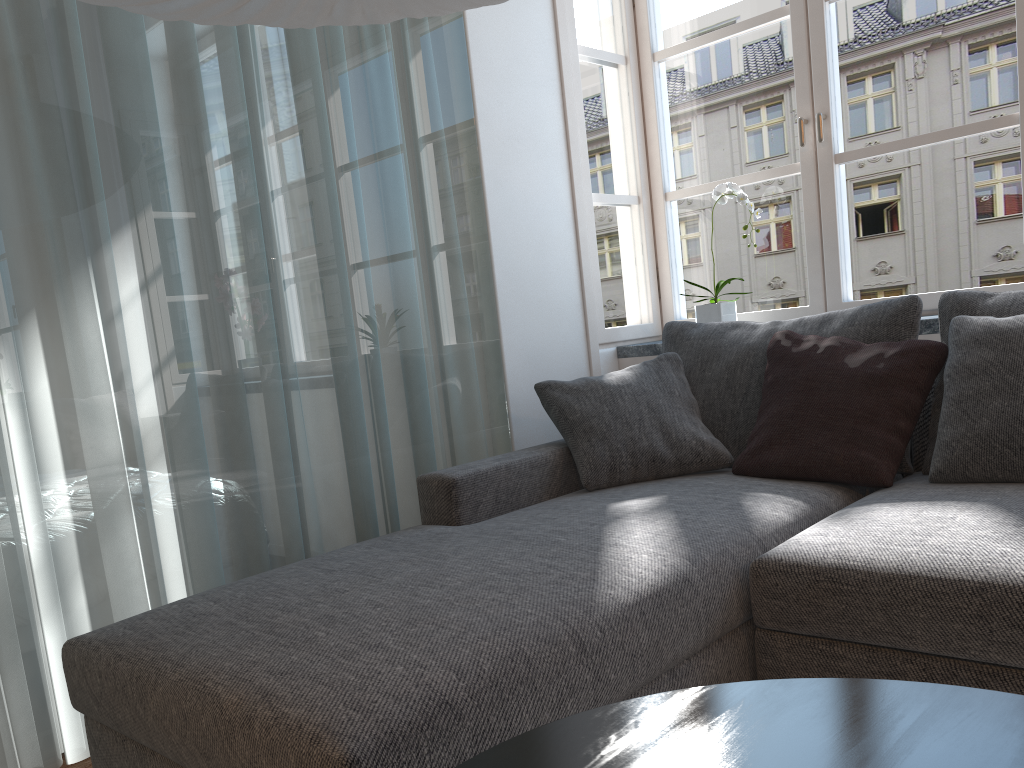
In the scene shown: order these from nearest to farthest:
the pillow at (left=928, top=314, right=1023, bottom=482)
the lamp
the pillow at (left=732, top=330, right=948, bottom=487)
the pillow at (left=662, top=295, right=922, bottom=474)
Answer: the lamp → the pillow at (left=928, top=314, right=1023, bottom=482) → the pillow at (left=732, top=330, right=948, bottom=487) → the pillow at (left=662, top=295, right=922, bottom=474)

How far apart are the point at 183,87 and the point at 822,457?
1.8 meters

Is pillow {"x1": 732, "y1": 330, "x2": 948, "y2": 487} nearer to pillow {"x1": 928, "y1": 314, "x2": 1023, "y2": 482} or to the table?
pillow {"x1": 928, "y1": 314, "x2": 1023, "y2": 482}

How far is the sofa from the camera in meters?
1.3

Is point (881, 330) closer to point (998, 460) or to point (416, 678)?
point (998, 460)

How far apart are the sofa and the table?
0.27m

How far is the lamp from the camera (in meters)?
1.42

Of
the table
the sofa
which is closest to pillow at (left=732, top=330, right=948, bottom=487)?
the sofa

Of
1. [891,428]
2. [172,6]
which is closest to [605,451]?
[891,428]

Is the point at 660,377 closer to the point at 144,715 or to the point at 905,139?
the point at 905,139
